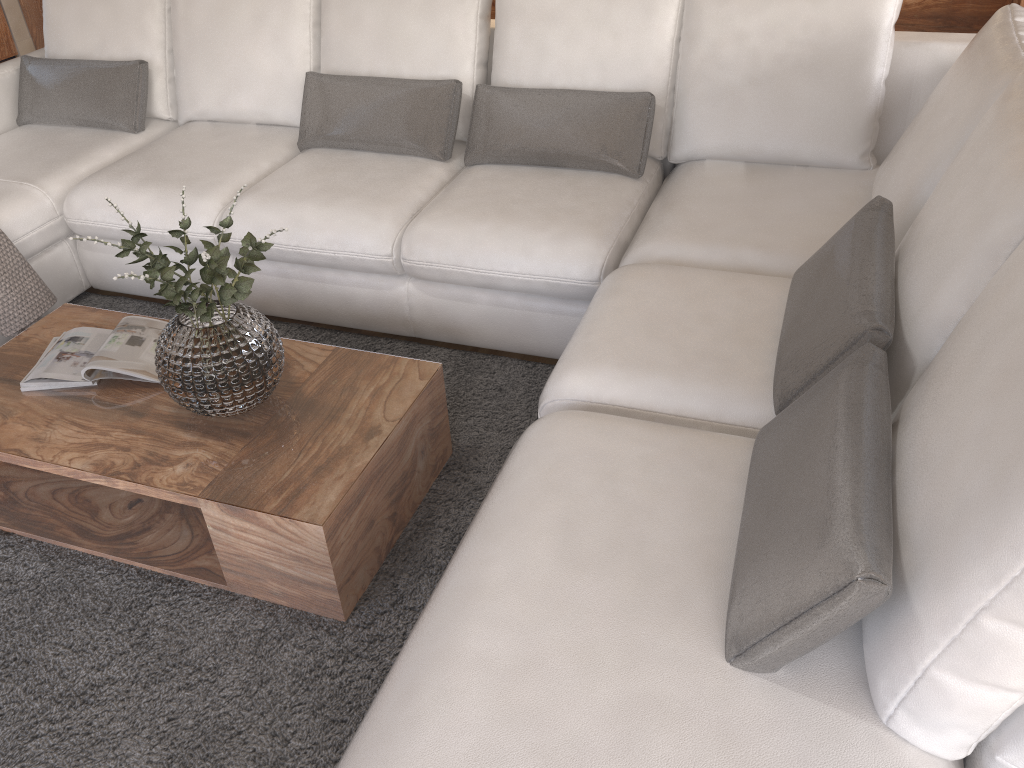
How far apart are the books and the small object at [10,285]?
0.5 meters

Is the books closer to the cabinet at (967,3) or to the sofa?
the sofa

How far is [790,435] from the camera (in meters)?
1.48

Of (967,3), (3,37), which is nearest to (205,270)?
(967,3)

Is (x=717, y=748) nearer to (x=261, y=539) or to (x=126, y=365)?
(x=261, y=539)

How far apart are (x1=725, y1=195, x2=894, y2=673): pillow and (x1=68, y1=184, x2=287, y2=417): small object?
1.04m

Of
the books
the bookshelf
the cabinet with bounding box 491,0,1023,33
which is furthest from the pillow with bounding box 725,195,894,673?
the bookshelf

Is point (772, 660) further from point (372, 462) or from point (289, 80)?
point (289, 80)

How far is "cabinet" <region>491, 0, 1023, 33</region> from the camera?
4.3 meters

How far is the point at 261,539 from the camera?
1.9m
